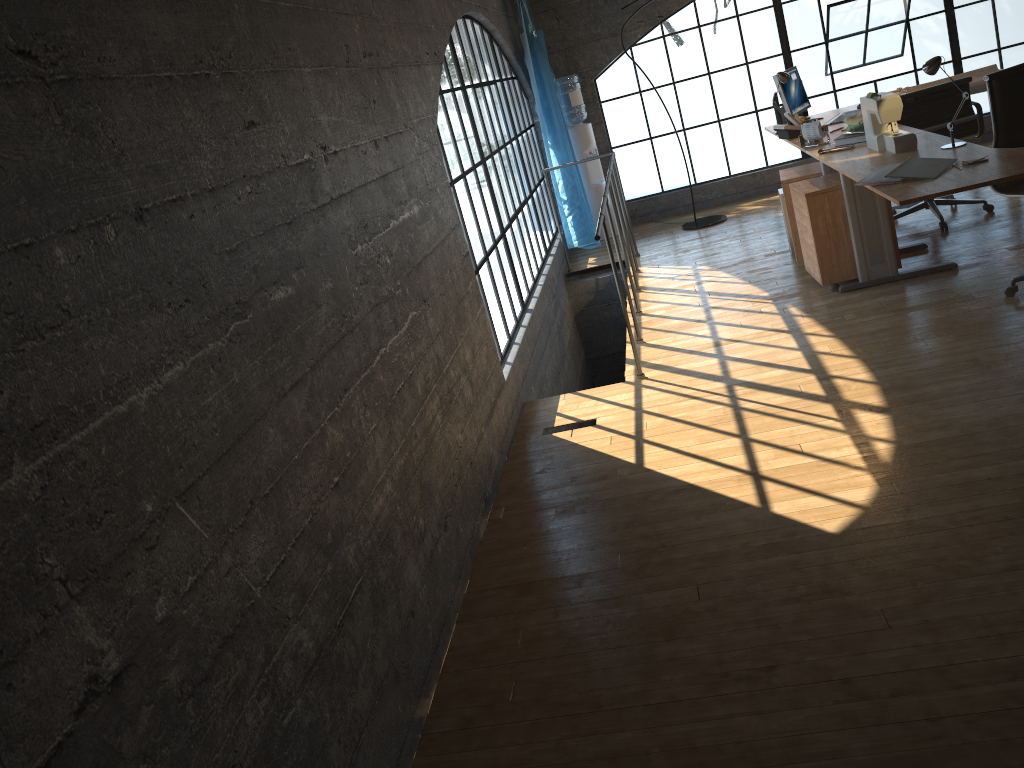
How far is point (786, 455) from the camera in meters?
3.2

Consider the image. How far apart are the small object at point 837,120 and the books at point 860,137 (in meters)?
1.02

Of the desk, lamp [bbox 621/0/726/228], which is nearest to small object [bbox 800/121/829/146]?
the desk

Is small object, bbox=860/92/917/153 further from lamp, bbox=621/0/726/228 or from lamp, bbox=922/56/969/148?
lamp, bbox=621/0/726/228

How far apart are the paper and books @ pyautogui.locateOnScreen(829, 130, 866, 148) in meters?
1.5

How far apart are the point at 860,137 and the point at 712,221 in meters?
2.6

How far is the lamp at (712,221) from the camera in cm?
727

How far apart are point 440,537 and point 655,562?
0.7 meters

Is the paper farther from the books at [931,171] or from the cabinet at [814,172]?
the books at [931,171]

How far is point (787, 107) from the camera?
5.8m
